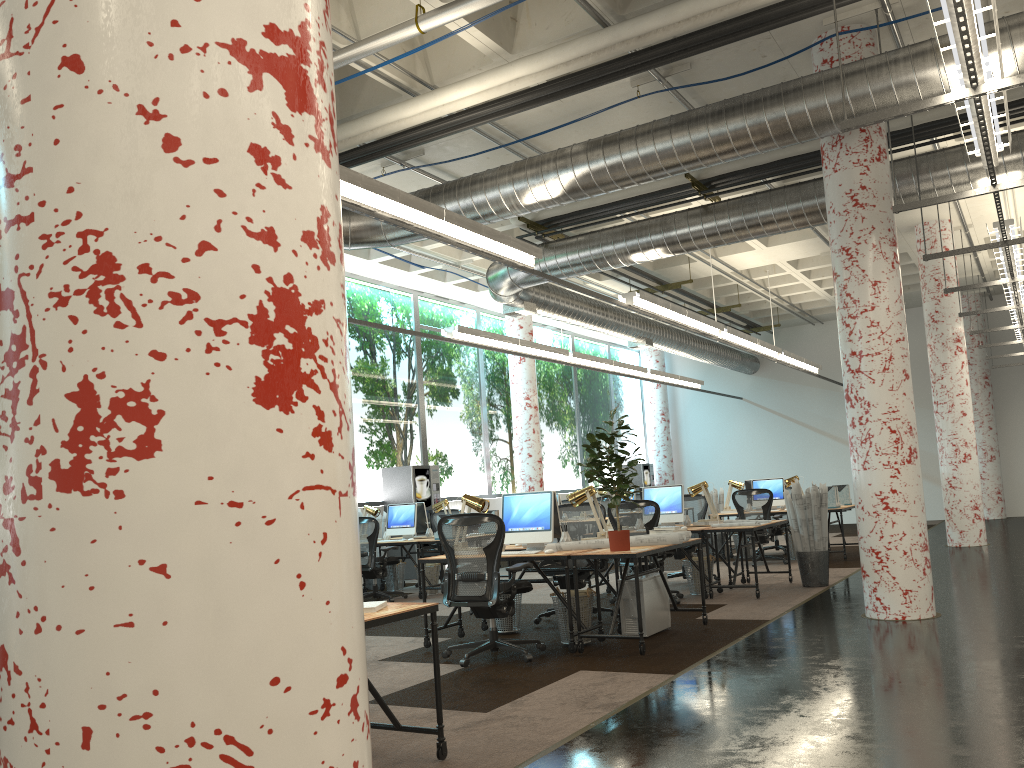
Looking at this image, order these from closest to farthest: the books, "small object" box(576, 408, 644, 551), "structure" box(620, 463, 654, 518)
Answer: the books
"small object" box(576, 408, 644, 551)
"structure" box(620, 463, 654, 518)

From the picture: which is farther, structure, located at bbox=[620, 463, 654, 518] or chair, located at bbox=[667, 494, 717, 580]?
structure, located at bbox=[620, 463, 654, 518]

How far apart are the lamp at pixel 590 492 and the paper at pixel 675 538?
0.70m

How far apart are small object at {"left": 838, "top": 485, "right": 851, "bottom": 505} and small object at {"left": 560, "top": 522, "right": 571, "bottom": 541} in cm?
741

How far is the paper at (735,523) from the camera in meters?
9.3

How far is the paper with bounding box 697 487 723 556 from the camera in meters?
14.2 m

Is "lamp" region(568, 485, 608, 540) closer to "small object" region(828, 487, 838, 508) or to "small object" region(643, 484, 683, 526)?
"small object" region(643, 484, 683, 526)

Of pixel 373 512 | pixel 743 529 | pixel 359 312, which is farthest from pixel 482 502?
pixel 359 312

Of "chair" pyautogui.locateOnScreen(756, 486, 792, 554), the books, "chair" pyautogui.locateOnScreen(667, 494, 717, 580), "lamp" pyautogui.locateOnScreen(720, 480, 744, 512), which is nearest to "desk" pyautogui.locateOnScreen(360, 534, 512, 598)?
"chair" pyautogui.locateOnScreen(667, 494, 717, 580)

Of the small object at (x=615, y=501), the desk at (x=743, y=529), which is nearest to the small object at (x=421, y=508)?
the desk at (x=743, y=529)
